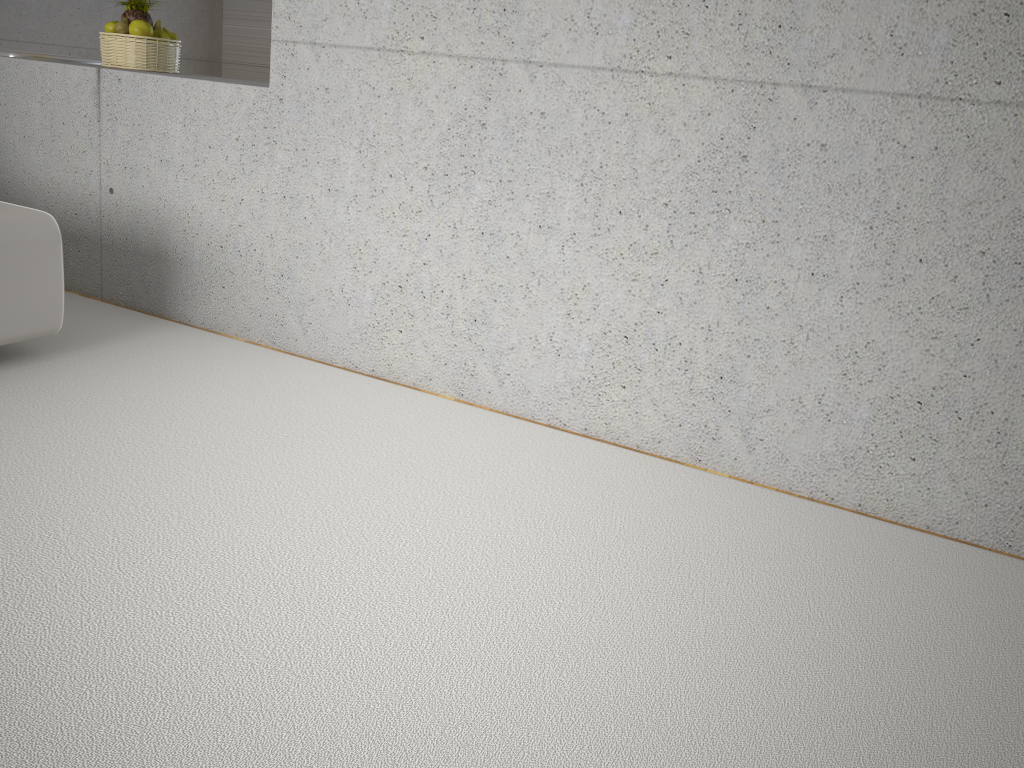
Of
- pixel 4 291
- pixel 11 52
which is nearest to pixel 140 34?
pixel 11 52

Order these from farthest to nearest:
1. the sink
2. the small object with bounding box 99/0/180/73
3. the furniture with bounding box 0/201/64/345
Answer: the sink, the small object with bounding box 99/0/180/73, the furniture with bounding box 0/201/64/345

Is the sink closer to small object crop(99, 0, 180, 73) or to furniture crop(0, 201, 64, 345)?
small object crop(99, 0, 180, 73)

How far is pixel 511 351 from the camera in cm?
305

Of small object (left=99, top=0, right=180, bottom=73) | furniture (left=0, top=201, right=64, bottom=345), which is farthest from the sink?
furniture (left=0, top=201, right=64, bottom=345)

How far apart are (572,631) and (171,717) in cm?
82

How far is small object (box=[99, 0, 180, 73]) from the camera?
3.9m

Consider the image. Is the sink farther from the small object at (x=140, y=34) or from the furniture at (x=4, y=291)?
the furniture at (x=4, y=291)

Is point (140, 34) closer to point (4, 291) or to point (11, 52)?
point (11, 52)

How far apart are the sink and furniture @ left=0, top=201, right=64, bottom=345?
1.44m
